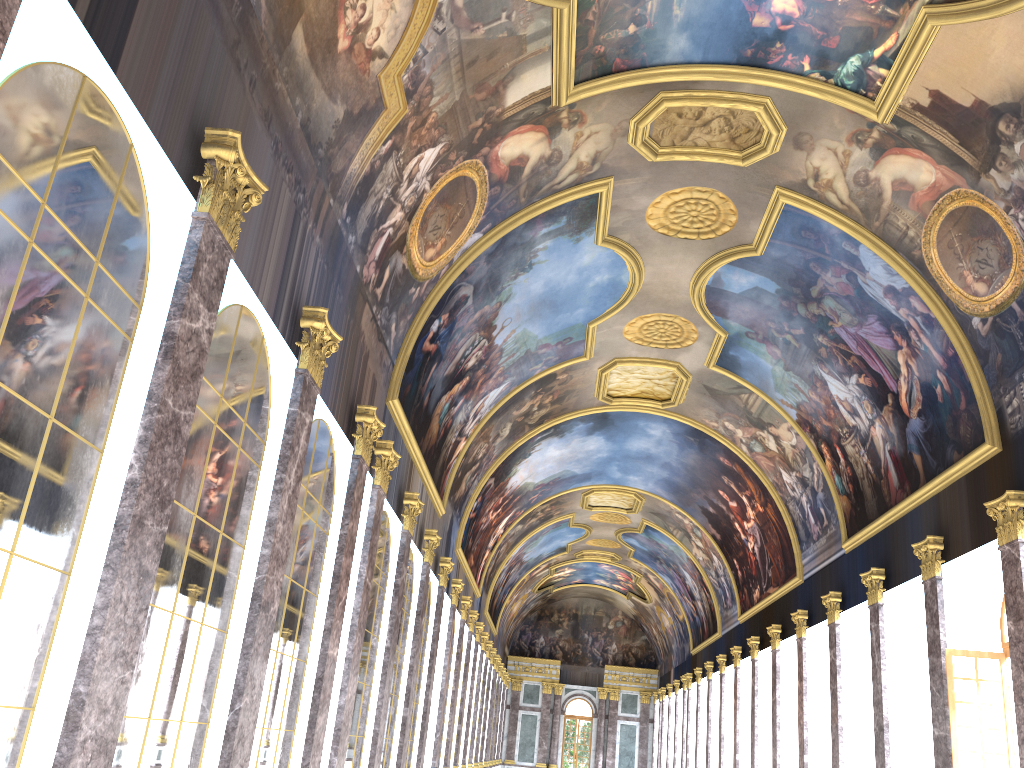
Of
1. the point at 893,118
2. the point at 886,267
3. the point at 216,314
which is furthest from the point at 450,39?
the point at 886,267
